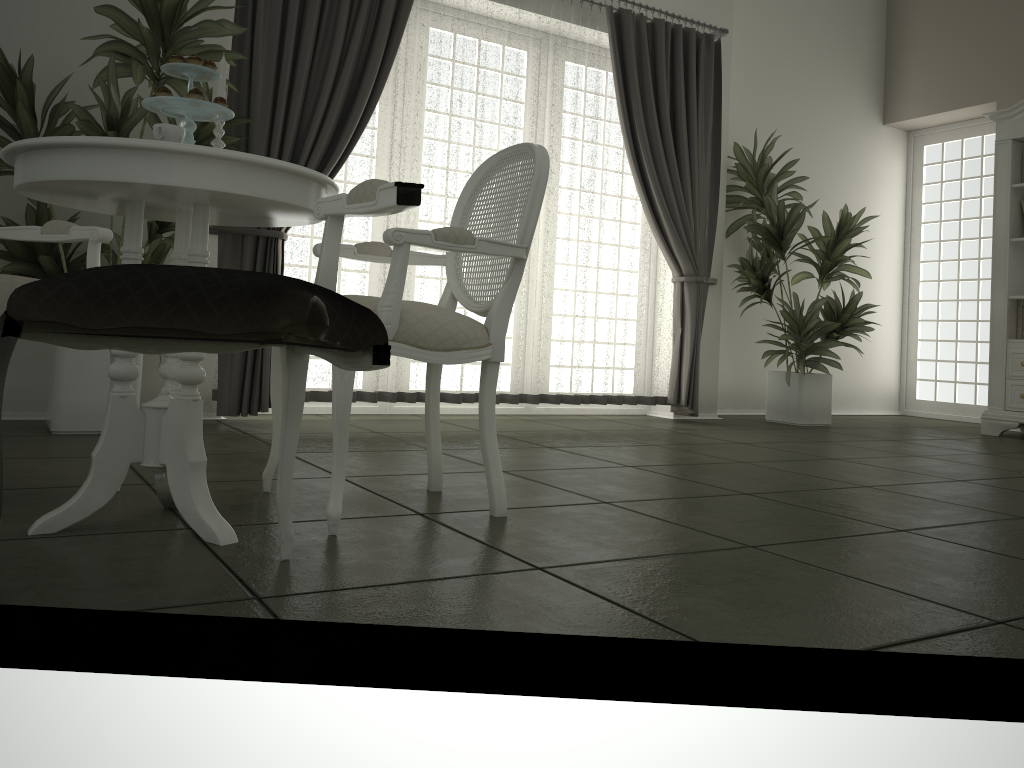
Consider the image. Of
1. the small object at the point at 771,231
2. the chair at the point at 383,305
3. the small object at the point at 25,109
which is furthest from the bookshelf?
the small object at the point at 25,109

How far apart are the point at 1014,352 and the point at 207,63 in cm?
562

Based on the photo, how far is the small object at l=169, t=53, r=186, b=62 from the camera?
2.0m

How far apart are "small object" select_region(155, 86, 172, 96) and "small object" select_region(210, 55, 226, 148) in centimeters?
26cm

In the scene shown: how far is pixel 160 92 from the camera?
2.0 meters

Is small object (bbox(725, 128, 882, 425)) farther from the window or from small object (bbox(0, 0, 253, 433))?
small object (bbox(0, 0, 253, 433))

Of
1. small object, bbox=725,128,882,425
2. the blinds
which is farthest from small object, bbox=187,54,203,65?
small object, bbox=725,128,882,425

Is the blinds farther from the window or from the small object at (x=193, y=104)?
the window

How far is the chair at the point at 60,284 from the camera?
1.5 meters

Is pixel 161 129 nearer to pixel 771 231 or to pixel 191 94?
pixel 191 94
